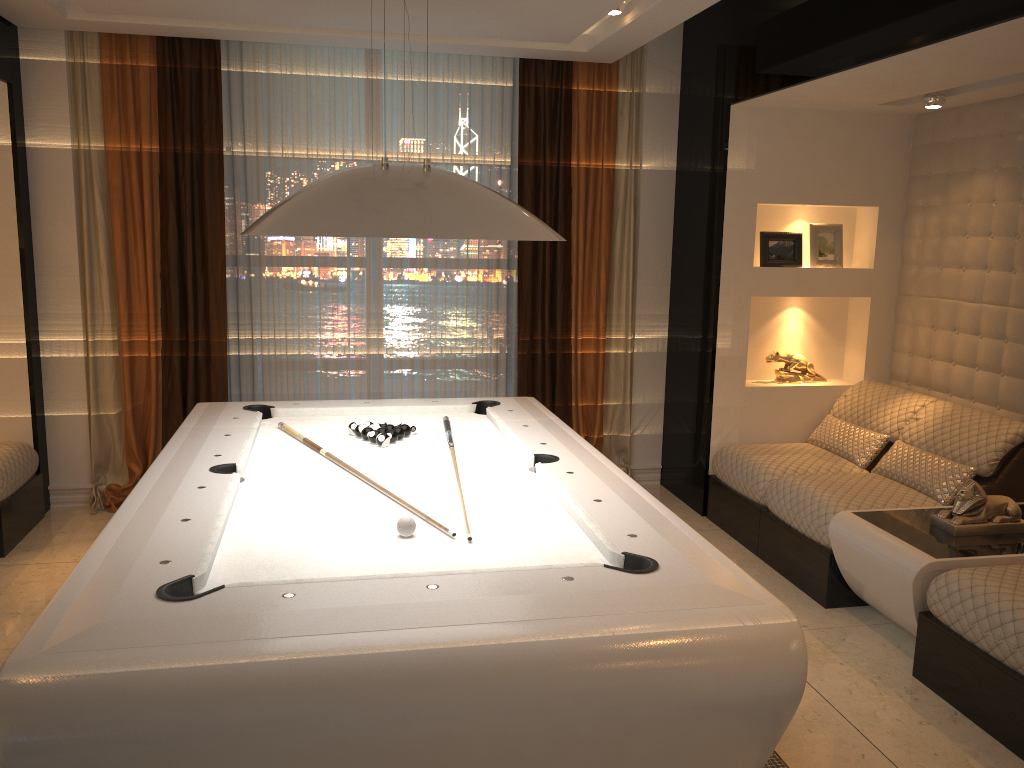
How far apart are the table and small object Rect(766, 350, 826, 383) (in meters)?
1.46

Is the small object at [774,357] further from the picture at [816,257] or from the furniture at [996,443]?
the picture at [816,257]

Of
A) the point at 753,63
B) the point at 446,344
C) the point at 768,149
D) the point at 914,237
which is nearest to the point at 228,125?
the point at 446,344

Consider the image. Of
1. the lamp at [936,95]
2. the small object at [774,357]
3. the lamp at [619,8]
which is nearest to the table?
the small object at [774,357]

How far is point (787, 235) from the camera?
5.1 meters

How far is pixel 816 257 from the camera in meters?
5.1 m

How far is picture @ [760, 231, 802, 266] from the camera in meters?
5.1 m

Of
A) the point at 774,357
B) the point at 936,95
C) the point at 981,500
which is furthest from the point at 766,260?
the point at 981,500

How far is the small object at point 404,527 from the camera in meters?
2.5 m

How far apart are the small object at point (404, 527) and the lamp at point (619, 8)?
2.86m
